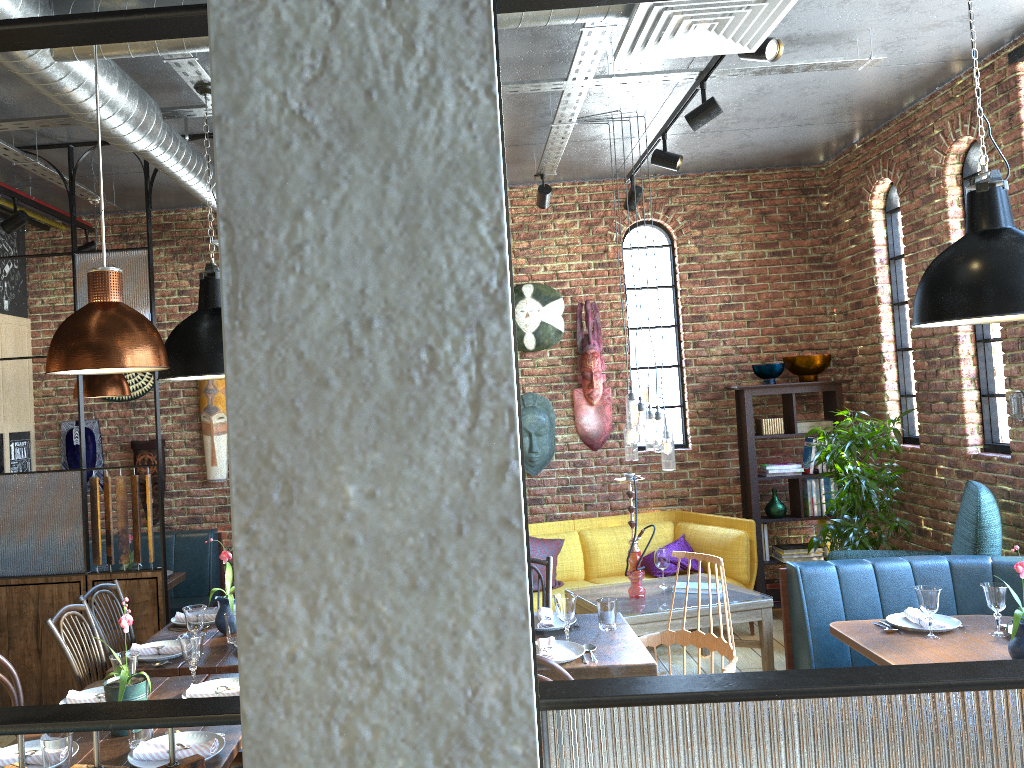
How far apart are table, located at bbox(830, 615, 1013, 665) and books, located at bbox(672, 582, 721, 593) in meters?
1.4 m

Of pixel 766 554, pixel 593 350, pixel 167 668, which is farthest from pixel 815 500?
pixel 167 668

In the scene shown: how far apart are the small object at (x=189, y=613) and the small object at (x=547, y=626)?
1.3m

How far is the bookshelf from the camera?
6.5m

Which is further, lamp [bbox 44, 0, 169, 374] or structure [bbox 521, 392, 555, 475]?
structure [bbox 521, 392, 555, 475]

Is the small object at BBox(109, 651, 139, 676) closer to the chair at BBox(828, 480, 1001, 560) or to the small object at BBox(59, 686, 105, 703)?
the small object at BBox(59, 686, 105, 703)

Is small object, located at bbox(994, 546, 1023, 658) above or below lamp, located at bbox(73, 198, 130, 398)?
below

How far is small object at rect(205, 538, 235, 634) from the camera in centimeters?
378cm

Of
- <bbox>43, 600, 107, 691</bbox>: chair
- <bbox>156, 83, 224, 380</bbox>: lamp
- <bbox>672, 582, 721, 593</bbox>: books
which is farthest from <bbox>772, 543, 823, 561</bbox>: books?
<bbox>43, 600, 107, 691</bbox>: chair

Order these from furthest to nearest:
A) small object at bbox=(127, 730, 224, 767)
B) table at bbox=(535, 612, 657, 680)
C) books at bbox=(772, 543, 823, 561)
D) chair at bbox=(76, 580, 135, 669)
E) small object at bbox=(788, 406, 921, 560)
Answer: books at bbox=(772, 543, 823, 561) → small object at bbox=(788, 406, 921, 560) → chair at bbox=(76, 580, 135, 669) → table at bbox=(535, 612, 657, 680) → small object at bbox=(127, 730, 224, 767)
